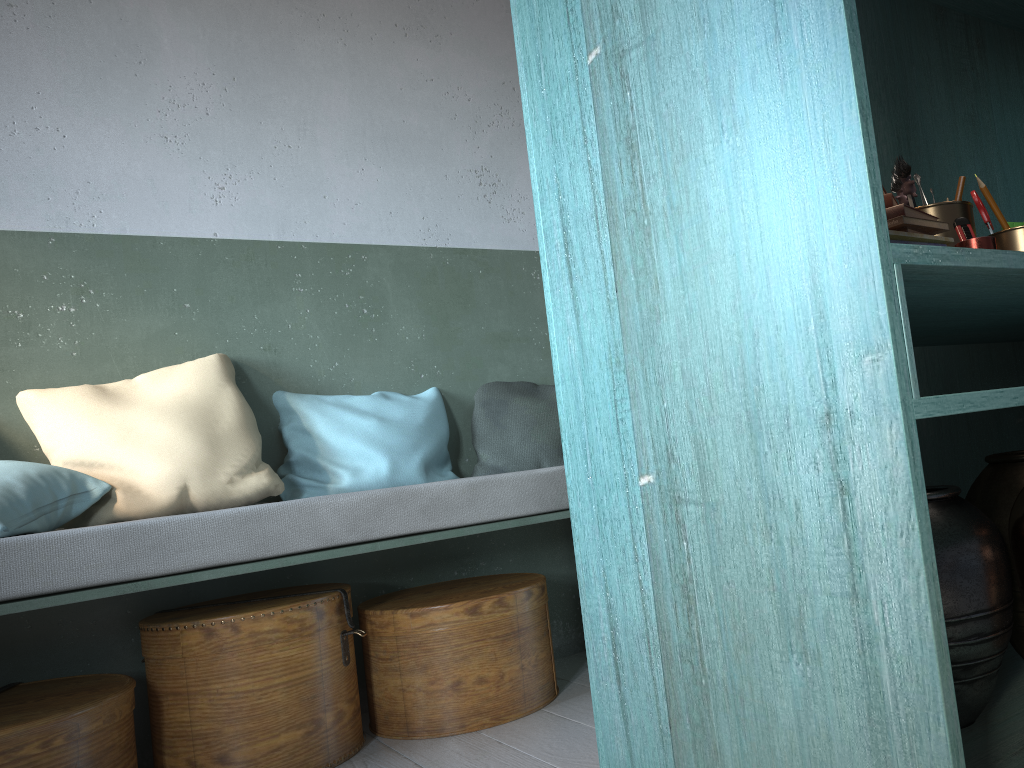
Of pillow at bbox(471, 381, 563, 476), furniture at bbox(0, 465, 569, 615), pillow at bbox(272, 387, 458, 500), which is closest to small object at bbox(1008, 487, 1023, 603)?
furniture at bbox(0, 465, 569, 615)

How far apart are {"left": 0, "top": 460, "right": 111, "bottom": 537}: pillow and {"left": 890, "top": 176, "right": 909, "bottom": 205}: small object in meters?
2.4 m

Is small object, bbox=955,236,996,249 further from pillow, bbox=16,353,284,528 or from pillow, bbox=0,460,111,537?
pillow, bbox=0,460,111,537

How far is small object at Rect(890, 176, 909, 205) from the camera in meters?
2.0

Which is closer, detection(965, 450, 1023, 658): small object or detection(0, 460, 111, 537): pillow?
detection(965, 450, 1023, 658): small object

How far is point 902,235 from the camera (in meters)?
1.57

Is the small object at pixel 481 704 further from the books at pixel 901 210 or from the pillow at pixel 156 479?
the books at pixel 901 210

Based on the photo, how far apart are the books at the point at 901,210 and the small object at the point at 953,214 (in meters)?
0.22

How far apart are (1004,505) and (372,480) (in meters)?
2.10

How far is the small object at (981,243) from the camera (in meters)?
1.71
